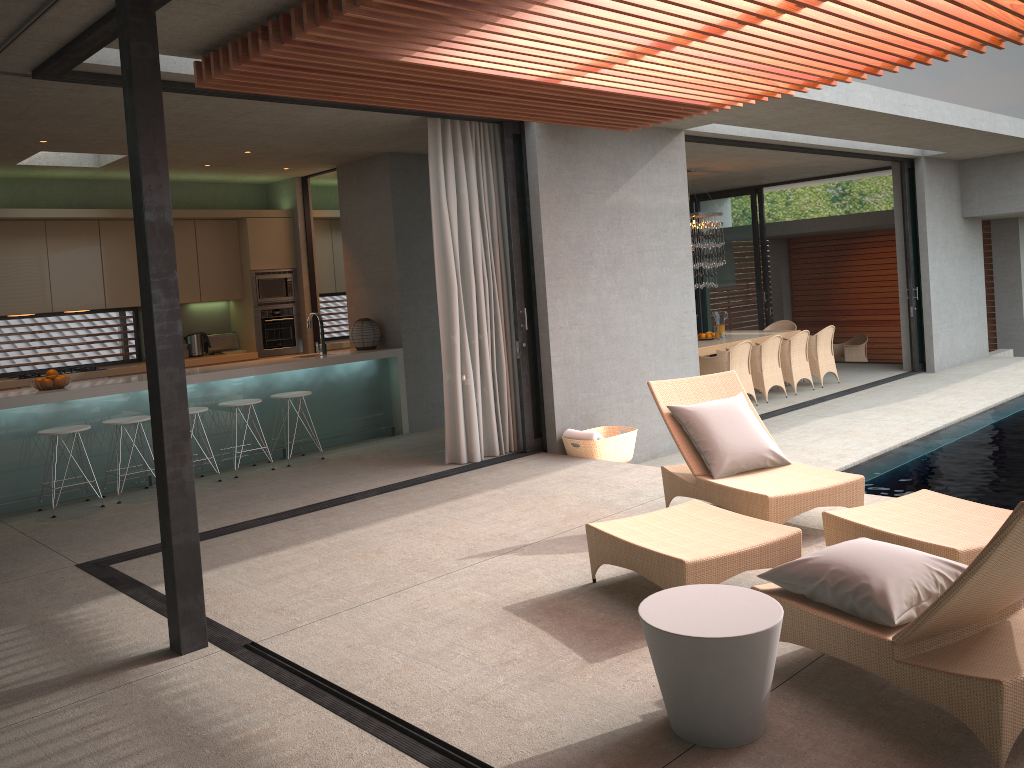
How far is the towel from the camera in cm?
752

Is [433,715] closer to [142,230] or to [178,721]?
[178,721]

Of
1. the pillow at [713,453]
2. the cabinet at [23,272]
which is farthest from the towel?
the cabinet at [23,272]

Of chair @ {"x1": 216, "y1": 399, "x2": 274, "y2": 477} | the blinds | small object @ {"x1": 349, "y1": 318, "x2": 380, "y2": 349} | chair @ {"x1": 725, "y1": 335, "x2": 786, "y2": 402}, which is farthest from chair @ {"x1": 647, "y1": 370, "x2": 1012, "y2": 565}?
chair @ {"x1": 725, "y1": 335, "x2": 786, "y2": 402}

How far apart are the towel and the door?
4.25m

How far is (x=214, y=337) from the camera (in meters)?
10.44

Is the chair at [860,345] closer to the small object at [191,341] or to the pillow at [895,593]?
the small object at [191,341]

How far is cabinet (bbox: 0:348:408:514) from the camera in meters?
7.0

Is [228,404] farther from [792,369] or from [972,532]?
[792,369]

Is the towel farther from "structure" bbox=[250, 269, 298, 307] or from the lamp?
the lamp
